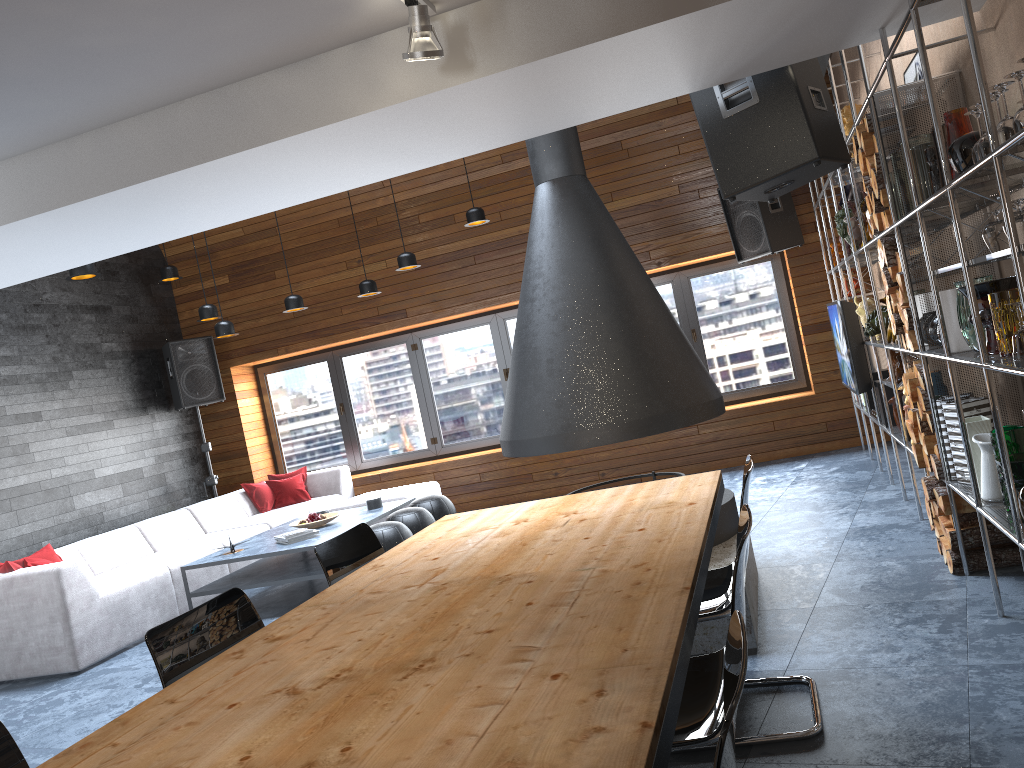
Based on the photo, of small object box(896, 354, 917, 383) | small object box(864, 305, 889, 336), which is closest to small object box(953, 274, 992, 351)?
small object box(896, 354, 917, 383)

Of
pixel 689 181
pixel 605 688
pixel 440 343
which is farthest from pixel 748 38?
pixel 440 343

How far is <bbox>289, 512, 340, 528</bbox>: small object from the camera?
6.6m

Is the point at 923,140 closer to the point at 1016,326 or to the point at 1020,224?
the point at 1016,326

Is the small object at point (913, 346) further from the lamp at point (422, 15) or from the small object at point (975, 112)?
the lamp at point (422, 15)

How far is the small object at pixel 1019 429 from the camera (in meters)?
3.09

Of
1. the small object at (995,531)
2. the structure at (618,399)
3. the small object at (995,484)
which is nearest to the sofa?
the structure at (618,399)

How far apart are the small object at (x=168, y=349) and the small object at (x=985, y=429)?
7.41m

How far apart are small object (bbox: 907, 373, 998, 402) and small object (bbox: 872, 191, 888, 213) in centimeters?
80cm

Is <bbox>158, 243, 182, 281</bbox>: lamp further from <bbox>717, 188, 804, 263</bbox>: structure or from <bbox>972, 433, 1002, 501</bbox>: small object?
<bbox>972, 433, 1002, 501</bbox>: small object
